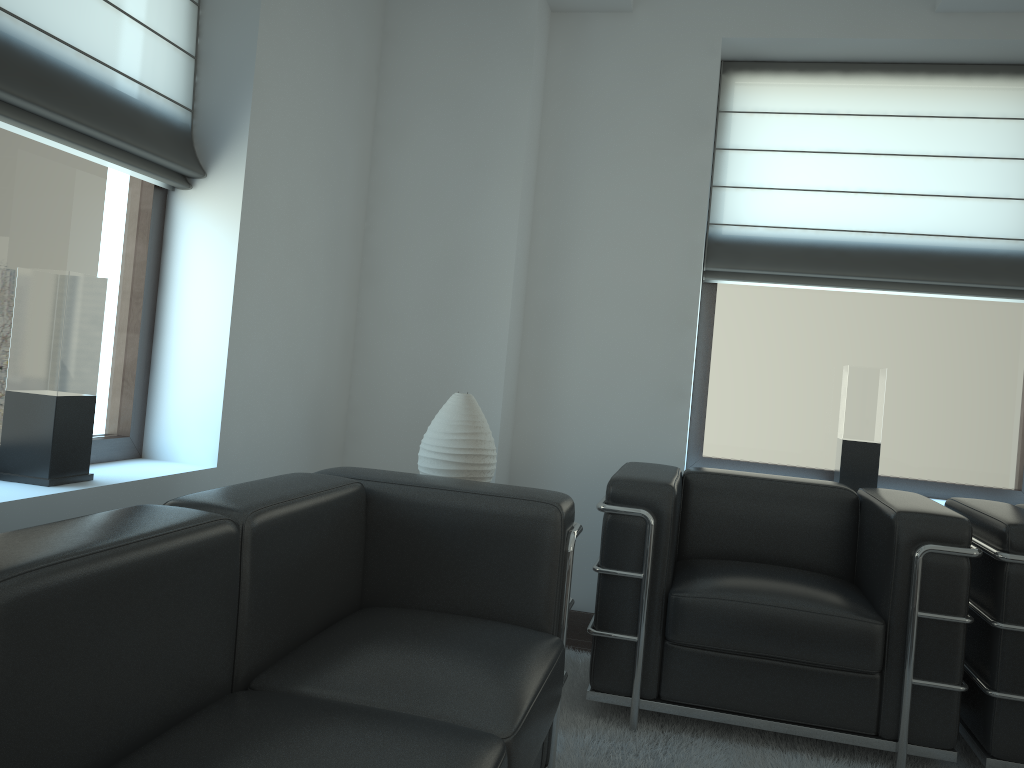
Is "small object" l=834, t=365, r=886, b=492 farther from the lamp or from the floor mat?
the lamp

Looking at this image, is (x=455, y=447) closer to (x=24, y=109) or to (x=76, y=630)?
(x=24, y=109)

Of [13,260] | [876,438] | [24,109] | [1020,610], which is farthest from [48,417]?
[876,438]

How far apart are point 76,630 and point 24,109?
2.1 meters

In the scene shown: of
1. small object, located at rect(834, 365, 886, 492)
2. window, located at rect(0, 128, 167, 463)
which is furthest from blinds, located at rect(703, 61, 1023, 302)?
window, located at rect(0, 128, 167, 463)

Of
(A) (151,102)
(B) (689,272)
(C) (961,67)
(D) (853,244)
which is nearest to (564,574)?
(A) (151,102)

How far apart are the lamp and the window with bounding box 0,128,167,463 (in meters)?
1.31

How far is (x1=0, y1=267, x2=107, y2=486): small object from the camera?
3.2 meters

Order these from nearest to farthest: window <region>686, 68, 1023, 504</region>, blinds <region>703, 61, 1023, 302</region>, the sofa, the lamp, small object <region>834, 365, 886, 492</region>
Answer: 1. the sofa
2. the lamp
3. small object <region>834, 365, 886, 492</region>
4. blinds <region>703, 61, 1023, 302</region>
5. window <region>686, 68, 1023, 504</region>

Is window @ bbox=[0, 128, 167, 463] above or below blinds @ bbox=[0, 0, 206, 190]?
below
